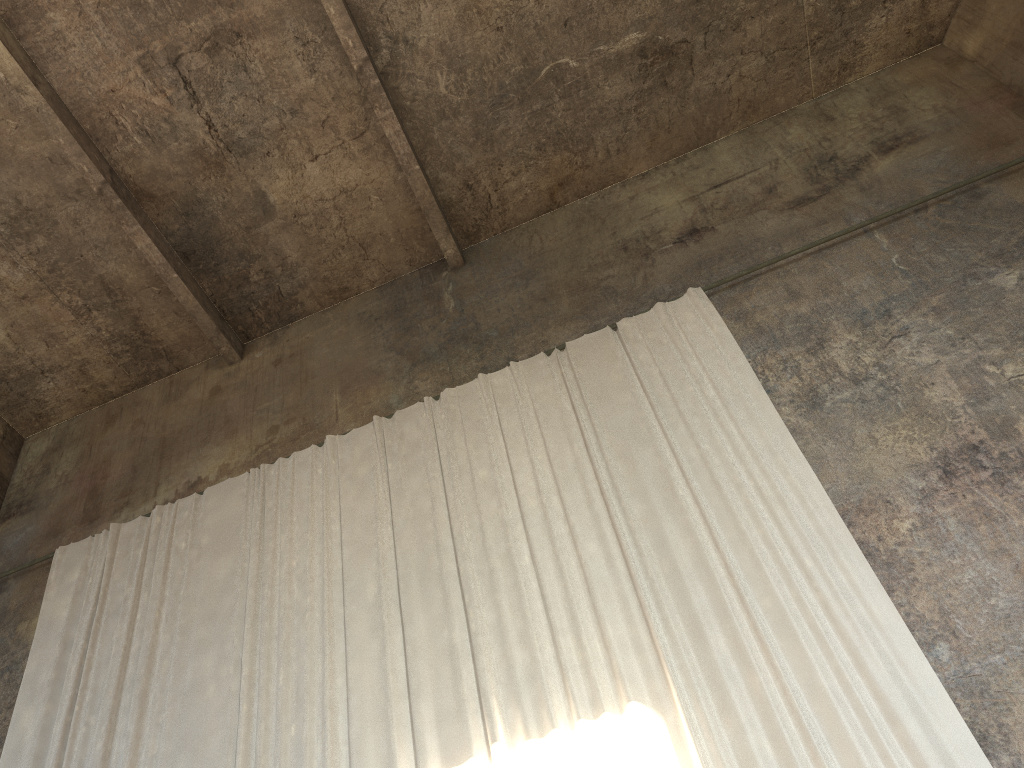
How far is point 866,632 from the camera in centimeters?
583cm

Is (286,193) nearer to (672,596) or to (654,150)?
(654,150)

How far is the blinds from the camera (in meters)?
5.83

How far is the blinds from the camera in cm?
583
